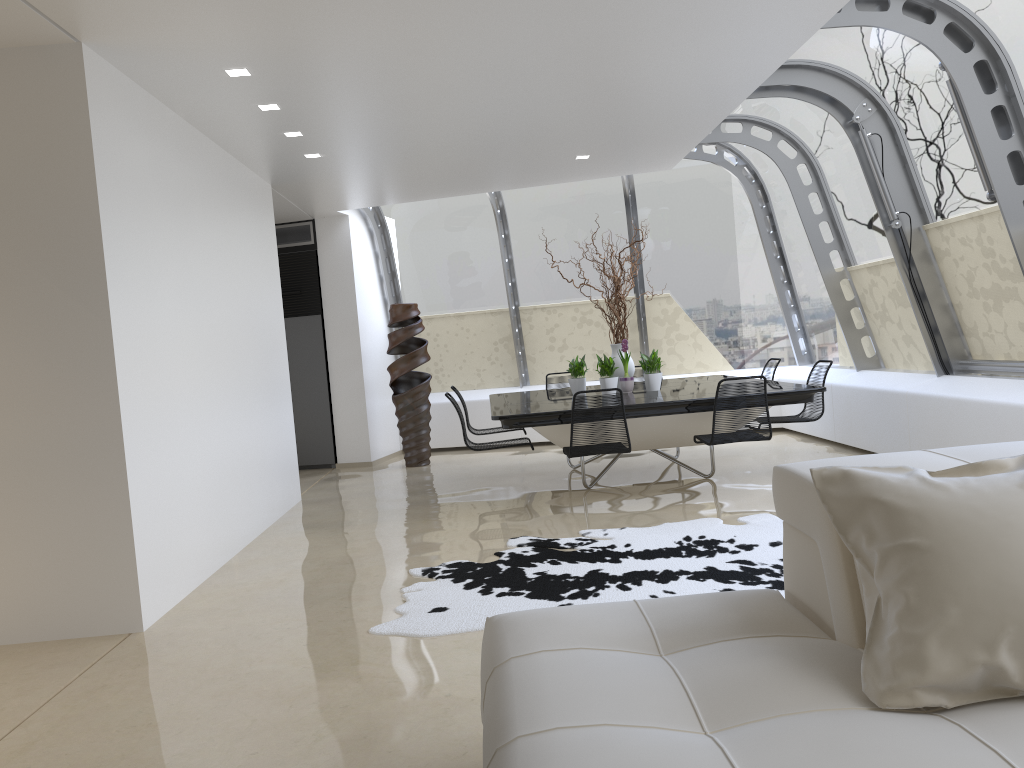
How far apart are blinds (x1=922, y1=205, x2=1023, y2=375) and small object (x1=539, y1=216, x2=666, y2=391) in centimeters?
246cm

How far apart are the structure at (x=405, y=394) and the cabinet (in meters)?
0.94

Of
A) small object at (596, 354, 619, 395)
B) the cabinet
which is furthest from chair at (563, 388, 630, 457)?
the cabinet

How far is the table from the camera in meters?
6.5

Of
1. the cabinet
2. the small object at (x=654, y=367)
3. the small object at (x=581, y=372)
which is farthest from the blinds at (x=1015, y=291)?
the cabinet

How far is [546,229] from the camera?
10.66m

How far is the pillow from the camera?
1.8 meters

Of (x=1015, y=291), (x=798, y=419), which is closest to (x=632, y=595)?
(x=798, y=419)

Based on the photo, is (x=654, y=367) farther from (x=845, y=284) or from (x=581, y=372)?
(x=845, y=284)

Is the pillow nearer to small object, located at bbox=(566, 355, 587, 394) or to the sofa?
the sofa
